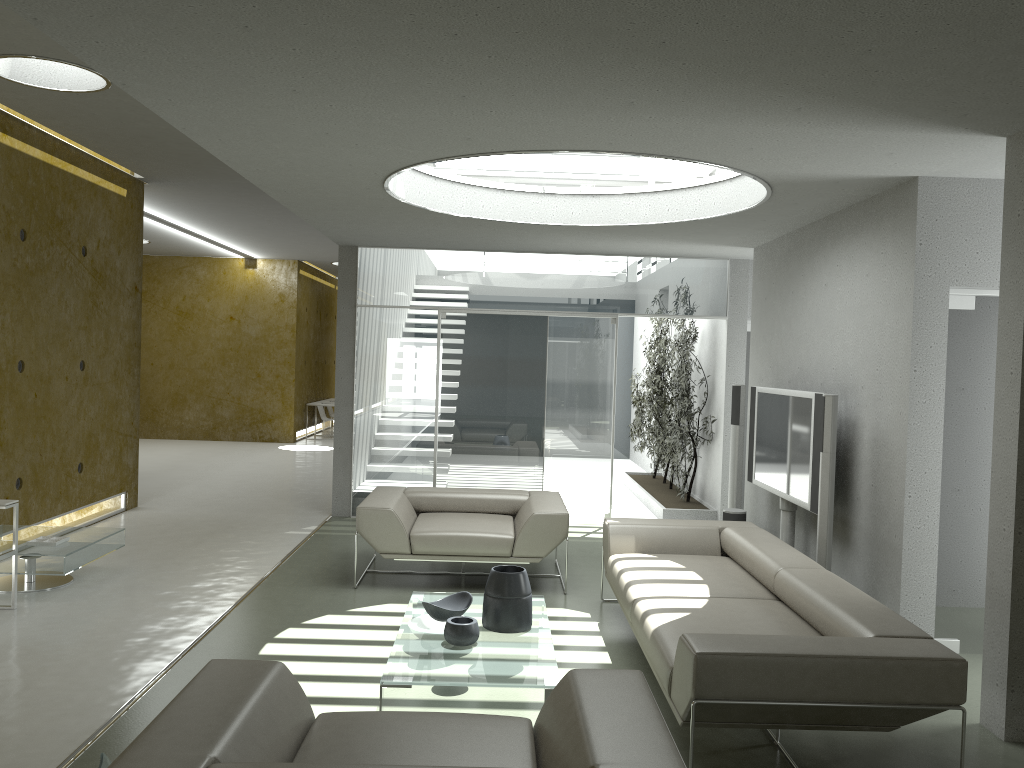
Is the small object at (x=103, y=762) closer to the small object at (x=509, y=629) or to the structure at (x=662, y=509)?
the small object at (x=509, y=629)

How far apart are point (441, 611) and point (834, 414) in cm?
256

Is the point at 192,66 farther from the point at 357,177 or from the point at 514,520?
the point at 514,520

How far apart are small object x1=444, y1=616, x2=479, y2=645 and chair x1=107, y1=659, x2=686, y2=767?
1.4m

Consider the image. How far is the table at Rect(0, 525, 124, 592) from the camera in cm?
563

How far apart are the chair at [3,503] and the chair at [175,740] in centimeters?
309cm

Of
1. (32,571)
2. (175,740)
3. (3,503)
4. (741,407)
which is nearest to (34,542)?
(32,571)

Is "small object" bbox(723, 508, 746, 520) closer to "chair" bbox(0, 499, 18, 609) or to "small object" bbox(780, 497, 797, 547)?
"small object" bbox(780, 497, 797, 547)

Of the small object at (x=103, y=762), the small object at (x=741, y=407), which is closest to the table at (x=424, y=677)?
the small object at (x=103, y=762)

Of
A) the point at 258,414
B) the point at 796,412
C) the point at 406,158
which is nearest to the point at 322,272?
the point at 258,414
